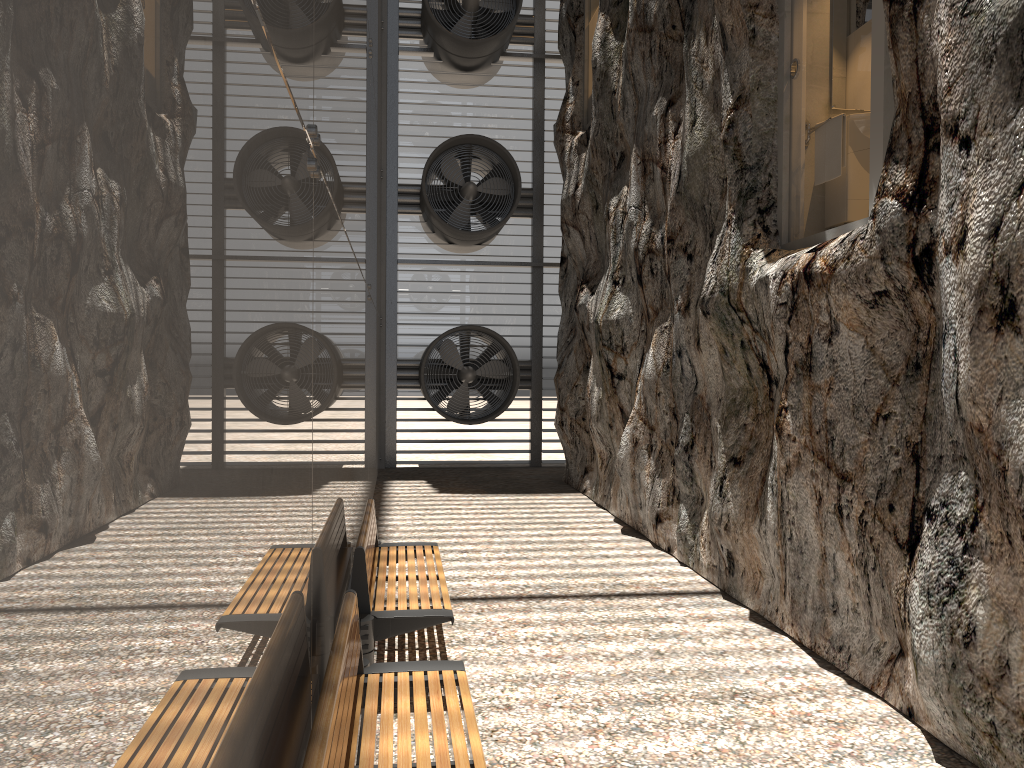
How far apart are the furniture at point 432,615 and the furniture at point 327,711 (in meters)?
0.63

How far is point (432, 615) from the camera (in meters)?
4.65

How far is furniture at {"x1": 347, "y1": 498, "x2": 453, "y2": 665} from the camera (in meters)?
4.65

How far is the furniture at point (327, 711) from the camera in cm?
245

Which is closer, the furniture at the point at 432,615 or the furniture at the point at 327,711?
the furniture at the point at 327,711

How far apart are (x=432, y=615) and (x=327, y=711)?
2.22m

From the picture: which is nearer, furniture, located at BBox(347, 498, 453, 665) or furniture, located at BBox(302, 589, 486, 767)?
furniture, located at BBox(302, 589, 486, 767)

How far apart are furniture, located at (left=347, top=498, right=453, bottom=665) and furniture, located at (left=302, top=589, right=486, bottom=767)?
0.63m
